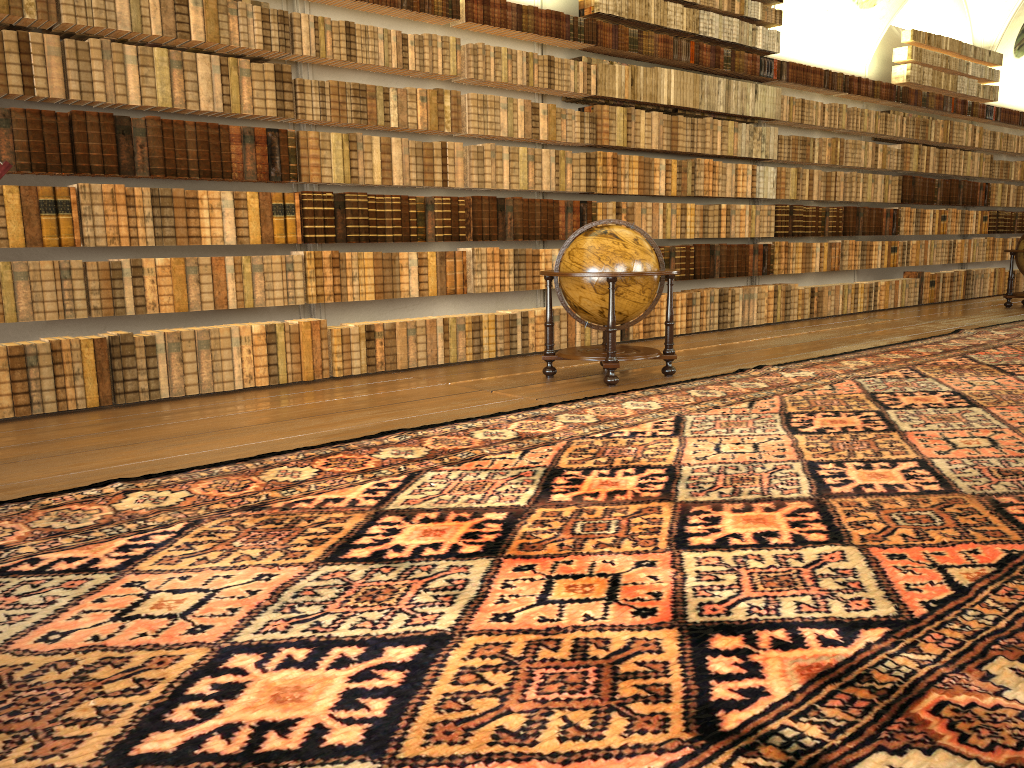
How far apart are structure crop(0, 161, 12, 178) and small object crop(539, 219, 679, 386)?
6.0 meters

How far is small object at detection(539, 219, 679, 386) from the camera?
7.7m

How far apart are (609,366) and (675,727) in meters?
5.5

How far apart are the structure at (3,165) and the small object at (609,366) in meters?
6.0

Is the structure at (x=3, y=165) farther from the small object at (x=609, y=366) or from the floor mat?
the small object at (x=609, y=366)

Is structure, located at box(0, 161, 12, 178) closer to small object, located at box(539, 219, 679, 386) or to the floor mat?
the floor mat

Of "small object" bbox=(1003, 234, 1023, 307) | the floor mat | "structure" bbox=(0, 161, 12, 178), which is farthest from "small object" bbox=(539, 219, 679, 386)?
"small object" bbox=(1003, 234, 1023, 307)

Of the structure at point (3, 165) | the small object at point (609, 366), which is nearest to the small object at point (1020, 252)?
the small object at point (609, 366)

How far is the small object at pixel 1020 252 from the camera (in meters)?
15.14

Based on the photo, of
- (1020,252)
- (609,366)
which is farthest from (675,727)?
(1020,252)
